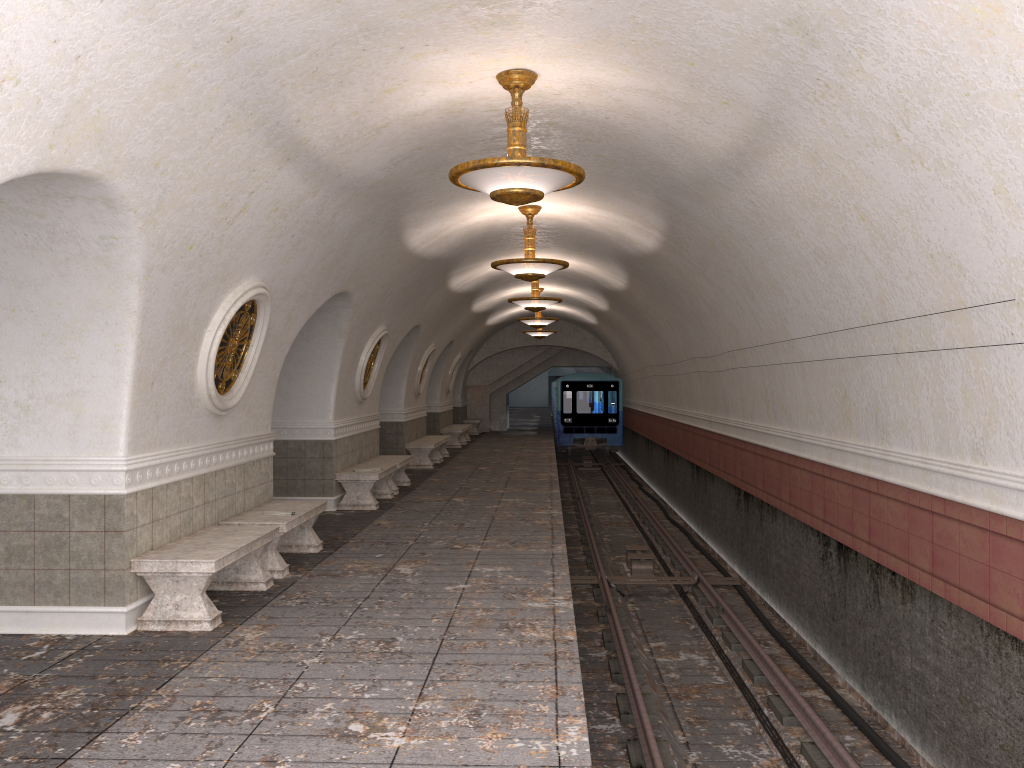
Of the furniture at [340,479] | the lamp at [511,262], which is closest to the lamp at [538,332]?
the furniture at [340,479]

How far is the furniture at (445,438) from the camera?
20.2m

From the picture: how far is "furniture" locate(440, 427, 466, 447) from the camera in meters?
24.2

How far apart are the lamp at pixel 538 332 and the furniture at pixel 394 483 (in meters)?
10.95

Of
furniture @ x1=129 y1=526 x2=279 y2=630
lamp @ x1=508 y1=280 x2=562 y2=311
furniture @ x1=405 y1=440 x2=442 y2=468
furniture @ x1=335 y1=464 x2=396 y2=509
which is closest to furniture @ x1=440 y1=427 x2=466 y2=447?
furniture @ x1=405 y1=440 x2=442 y2=468

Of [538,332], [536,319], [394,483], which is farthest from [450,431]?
[394,483]

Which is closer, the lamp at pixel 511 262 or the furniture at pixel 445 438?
the lamp at pixel 511 262

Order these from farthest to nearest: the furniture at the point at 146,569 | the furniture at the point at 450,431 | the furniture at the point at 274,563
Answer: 1. the furniture at the point at 450,431
2. the furniture at the point at 274,563
3. the furniture at the point at 146,569

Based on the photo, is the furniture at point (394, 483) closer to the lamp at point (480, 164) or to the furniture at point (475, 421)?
the lamp at point (480, 164)

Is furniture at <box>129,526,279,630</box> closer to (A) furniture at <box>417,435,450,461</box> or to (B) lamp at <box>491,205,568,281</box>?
(B) lamp at <box>491,205,568,281</box>
